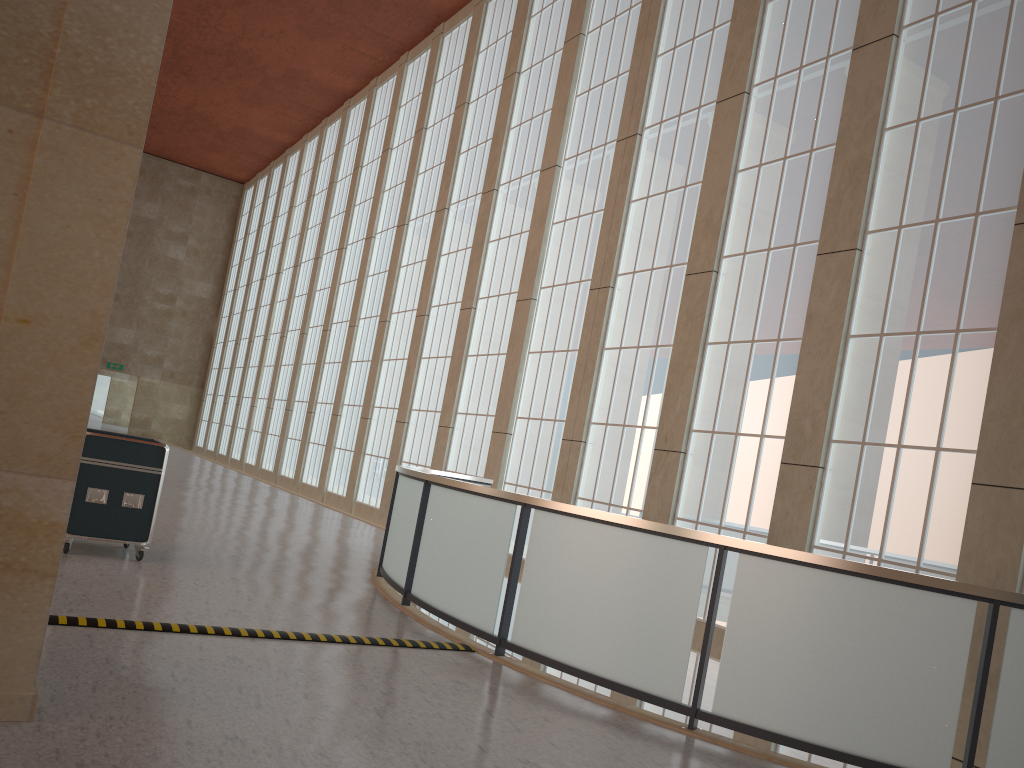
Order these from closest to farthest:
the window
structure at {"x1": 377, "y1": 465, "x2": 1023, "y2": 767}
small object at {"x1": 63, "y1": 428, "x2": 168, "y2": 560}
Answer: structure at {"x1": 377, "y1": 465, "x2": 1023, "y2": 767}
small object at {"x1": 63, "y1": 428, "x2": 168, "y2": 560}
the window

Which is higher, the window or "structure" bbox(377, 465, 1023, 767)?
the window

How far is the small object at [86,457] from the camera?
10.9m

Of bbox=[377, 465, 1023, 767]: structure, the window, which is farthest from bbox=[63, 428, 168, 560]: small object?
the window

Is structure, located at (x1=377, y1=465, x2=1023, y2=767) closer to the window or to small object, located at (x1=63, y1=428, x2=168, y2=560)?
the window

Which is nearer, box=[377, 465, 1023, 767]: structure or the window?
box=[377, 465, 1023, 767]: structure

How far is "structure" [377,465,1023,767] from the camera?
7.06m

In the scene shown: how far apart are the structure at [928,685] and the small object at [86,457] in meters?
3.2 m

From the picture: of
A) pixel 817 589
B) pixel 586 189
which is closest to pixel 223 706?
pixel 817 589

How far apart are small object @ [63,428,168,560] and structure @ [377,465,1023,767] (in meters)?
3.19
